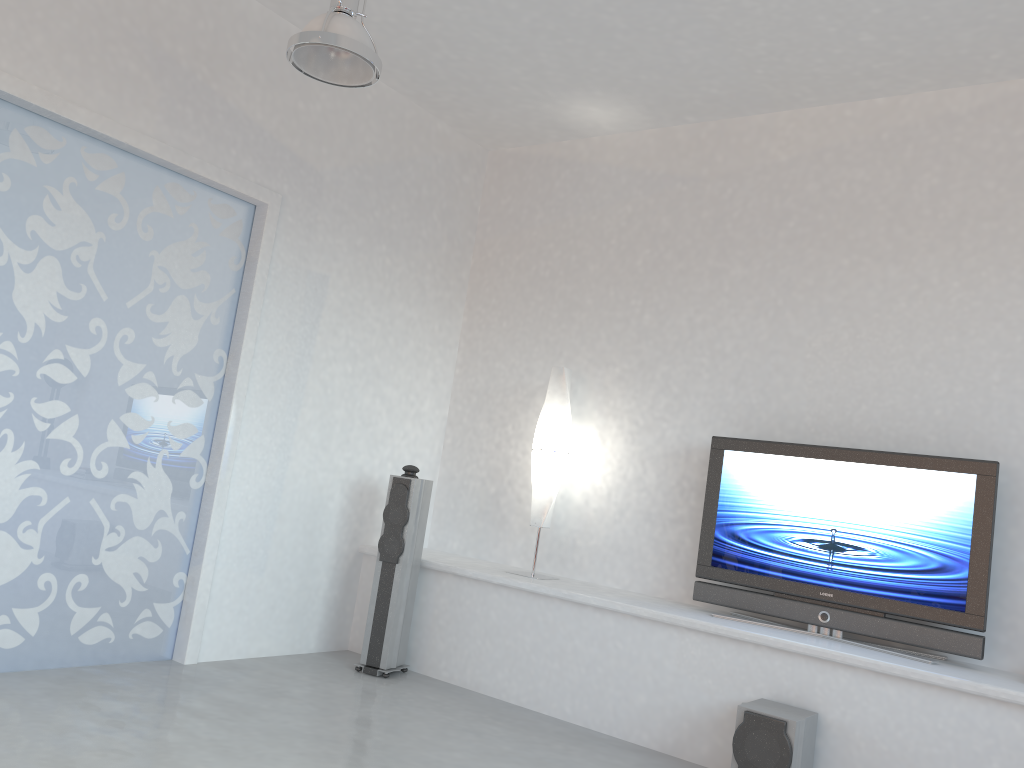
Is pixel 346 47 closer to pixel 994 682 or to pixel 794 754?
pixel 794 754

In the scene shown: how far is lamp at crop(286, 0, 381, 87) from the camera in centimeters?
341cm

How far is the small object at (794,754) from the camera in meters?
3.6

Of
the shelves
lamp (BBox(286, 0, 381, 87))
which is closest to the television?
the shelves

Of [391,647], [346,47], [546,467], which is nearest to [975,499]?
[546,467]

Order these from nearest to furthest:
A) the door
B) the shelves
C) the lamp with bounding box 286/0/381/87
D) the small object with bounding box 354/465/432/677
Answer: the lamp with bounding box 286/0/381/87
the shelves
the door
the small object with bounding box 354/465/432/677

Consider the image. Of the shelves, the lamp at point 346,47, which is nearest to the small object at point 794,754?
the shelves

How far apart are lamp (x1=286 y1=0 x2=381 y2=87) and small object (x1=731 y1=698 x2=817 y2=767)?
3.0 meters

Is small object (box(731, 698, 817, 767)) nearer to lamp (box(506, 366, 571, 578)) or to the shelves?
the shelves

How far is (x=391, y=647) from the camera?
5.0m
